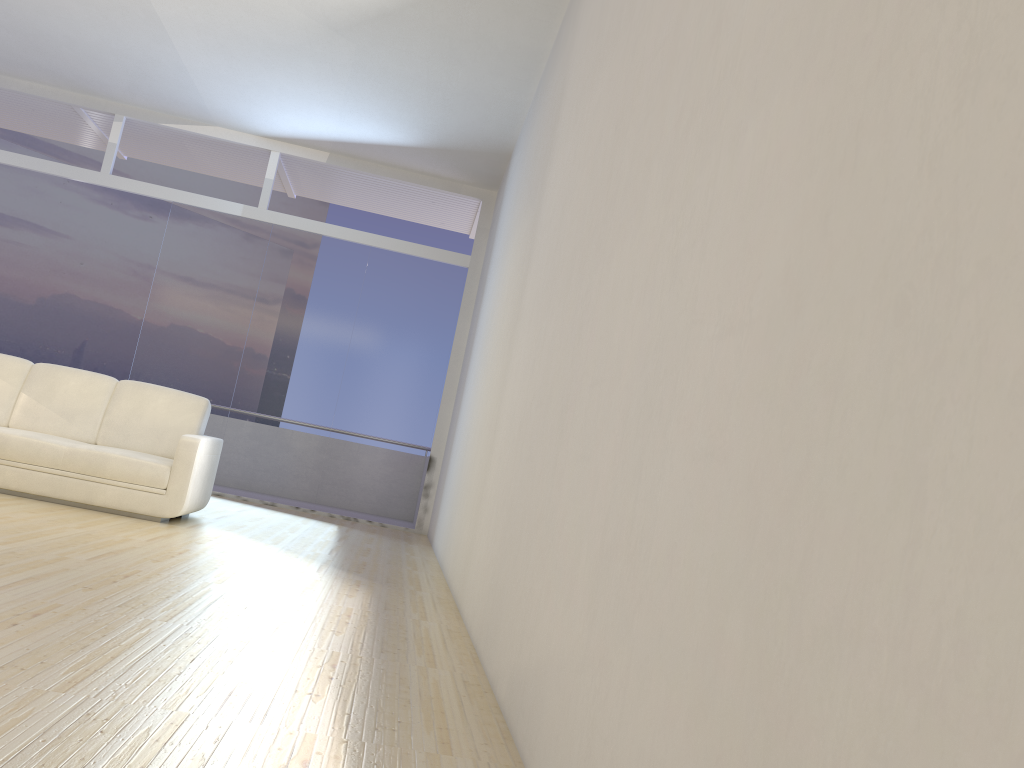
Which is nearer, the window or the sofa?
the sofa

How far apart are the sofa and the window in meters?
2.4

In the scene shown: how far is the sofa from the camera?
5.44m

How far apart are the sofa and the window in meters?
2.4

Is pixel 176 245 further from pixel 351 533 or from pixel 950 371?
pixel 950 371

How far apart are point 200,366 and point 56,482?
3.3 meters

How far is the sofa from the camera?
5.4 meters

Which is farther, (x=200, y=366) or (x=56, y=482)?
(x=200, y=366)

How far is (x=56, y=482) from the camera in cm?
544
